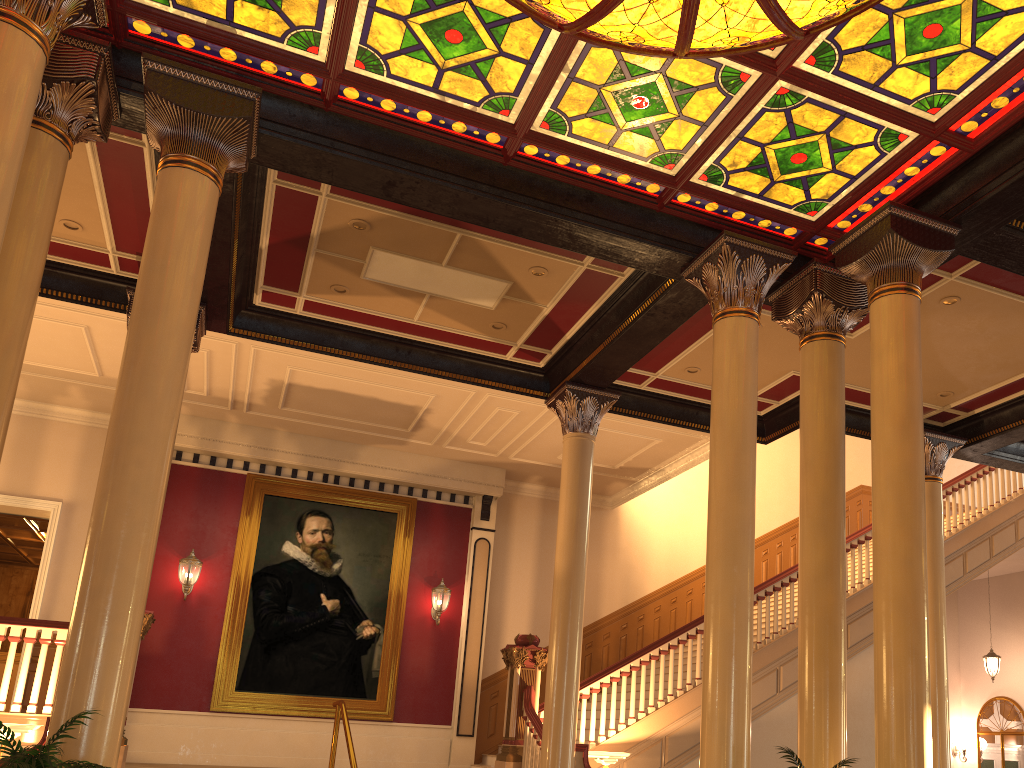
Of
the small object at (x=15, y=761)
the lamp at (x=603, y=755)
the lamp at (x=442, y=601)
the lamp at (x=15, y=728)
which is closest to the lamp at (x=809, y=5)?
the small object at (x=15, y=761)

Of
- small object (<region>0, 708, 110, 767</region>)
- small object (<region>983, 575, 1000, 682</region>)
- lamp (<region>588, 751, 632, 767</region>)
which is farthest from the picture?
small object (<region>983, 575, 1000, 682</region>)

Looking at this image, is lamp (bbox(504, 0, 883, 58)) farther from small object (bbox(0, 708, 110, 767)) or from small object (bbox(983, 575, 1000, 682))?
small object (bbox(983, 575, 1000, 682))

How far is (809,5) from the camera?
4.7m

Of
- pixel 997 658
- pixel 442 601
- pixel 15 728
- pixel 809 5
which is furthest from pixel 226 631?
pixel 997 658

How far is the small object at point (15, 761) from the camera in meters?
3.6 m

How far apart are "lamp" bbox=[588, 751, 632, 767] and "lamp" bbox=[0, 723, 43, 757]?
5.25m

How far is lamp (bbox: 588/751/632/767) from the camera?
8.94m

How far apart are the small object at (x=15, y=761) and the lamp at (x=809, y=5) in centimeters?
442cm

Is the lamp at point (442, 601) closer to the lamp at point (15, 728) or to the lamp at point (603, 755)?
the lamp at point (603, 755)
